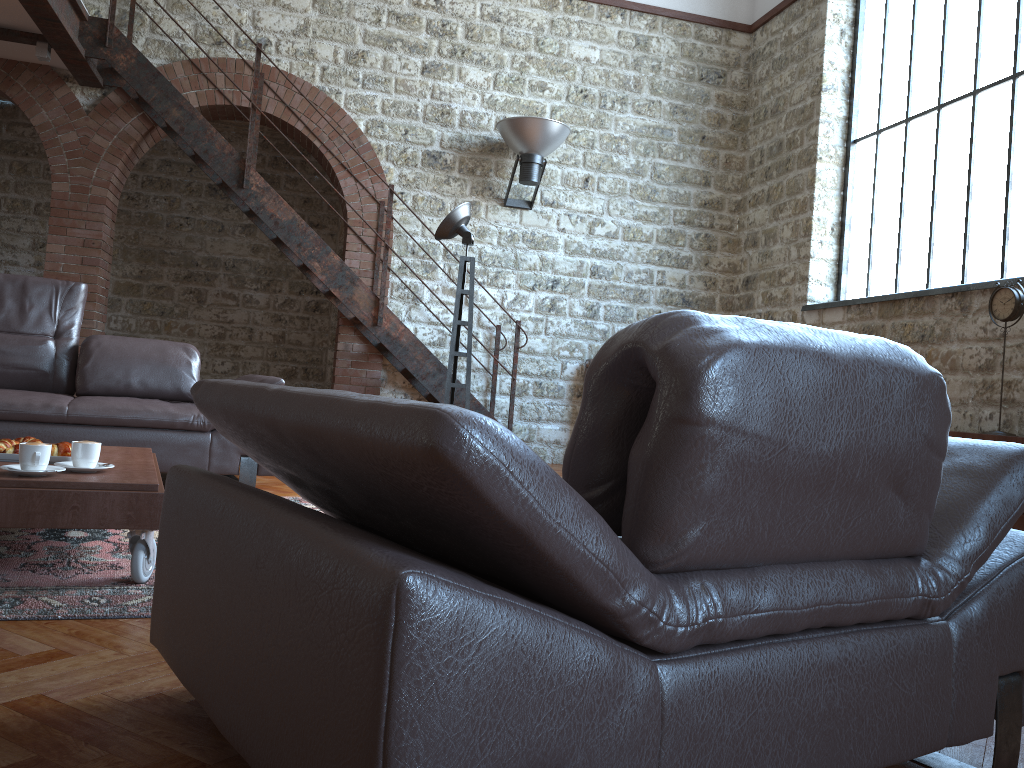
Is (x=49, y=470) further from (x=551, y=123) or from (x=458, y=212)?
(x=551, y=123)

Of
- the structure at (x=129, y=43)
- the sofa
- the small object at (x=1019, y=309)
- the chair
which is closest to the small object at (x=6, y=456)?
the chair

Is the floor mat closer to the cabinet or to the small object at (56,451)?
the small object at (56,451)

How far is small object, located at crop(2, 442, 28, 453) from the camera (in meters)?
2.69

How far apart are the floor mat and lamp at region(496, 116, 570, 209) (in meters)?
4.07

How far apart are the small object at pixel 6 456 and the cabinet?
4.4 meters

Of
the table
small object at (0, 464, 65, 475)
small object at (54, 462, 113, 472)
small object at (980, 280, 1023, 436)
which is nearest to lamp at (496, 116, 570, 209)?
small object at (980, 280, 1023, 436)

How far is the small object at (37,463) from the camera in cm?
239

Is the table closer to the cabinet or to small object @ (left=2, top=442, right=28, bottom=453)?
small object @ (left=2, top=442, right=28, bottom=453)

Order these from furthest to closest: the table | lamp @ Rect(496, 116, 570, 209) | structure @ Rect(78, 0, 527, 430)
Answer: lamp @ Rect(496, 116, 570, 209)
structure @ Rect(78, 0, 527, 430)
the table
